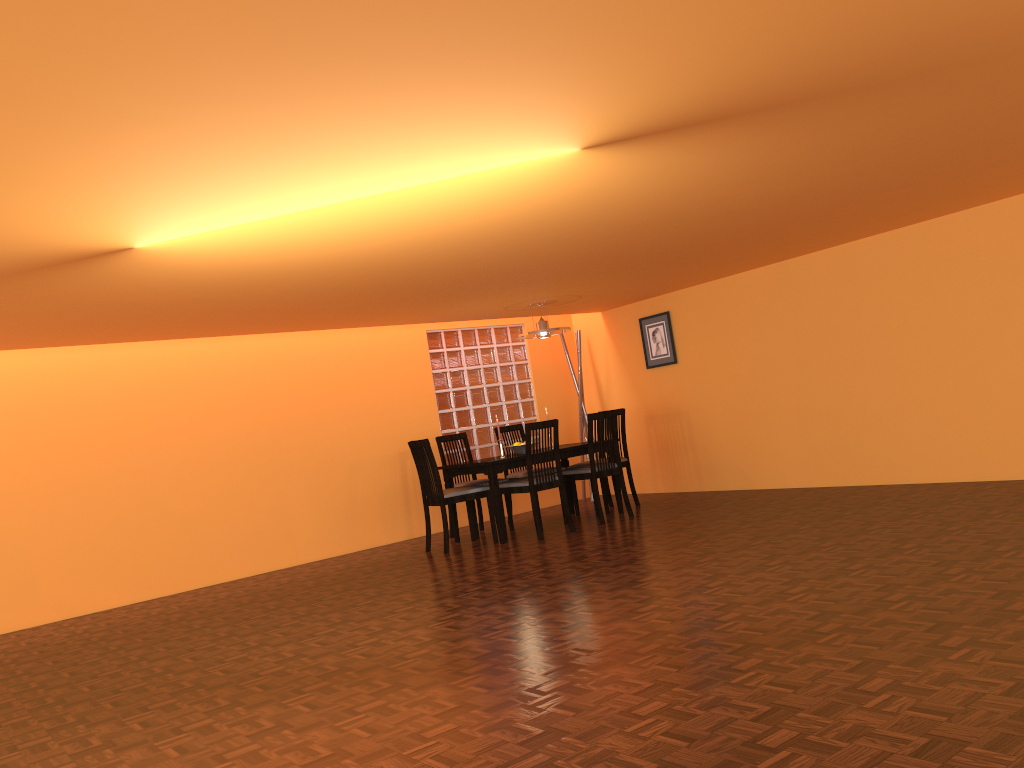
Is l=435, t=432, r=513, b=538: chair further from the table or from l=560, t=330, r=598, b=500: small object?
l=560, t=330, r=598, b=500: small object

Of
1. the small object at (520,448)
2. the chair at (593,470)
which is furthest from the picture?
the small object at (520,448)

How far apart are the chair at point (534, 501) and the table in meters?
0.1

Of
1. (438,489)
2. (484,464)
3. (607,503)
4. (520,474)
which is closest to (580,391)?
(520,474)

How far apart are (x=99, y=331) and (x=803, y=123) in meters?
4.1 m

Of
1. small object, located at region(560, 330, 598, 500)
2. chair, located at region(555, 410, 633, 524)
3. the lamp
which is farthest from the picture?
chair, located at region(555, 410, 633, 524)

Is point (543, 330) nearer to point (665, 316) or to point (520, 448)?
point (520, 448)

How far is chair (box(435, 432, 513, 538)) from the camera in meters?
7.0 m

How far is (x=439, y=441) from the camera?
7.0 meters

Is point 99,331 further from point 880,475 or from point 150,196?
point 880,475
